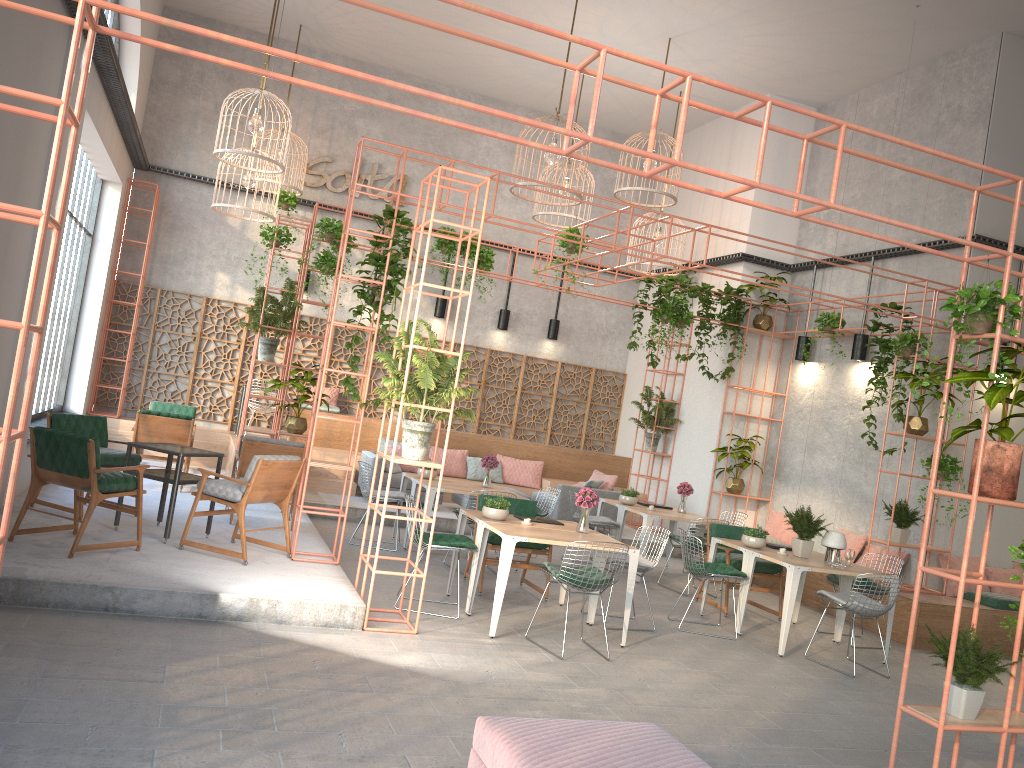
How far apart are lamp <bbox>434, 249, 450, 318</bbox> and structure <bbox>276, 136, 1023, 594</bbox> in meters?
3.9 m

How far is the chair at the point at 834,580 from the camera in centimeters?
924cm

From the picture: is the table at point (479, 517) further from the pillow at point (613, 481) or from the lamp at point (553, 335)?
the lamp at point (553, 335)

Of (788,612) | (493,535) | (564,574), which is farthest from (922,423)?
(564,574)

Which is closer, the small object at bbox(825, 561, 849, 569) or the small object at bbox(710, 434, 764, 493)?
the small object at bbox(825, 561, 849, 569)

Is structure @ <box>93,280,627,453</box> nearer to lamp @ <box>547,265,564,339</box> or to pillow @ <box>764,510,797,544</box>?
lamp @ <box>547,265,564,339</box>

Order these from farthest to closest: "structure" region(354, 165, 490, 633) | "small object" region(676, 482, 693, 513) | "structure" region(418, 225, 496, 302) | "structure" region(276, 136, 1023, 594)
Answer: "structure" region(418, 225, 496, 302) < "small object" region(676, 482, 693, 513) < "structure" region(276, 136, 1023, 594) < "structure" region(354, 165, 490, 633)

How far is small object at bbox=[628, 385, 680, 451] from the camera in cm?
1456

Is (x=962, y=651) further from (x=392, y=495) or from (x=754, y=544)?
(x=392, y=495)

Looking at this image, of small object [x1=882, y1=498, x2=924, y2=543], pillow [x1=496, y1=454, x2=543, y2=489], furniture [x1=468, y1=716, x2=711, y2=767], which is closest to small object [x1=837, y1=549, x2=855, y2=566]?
small object [x1=882, y1=498, x2=924, y2=543]
